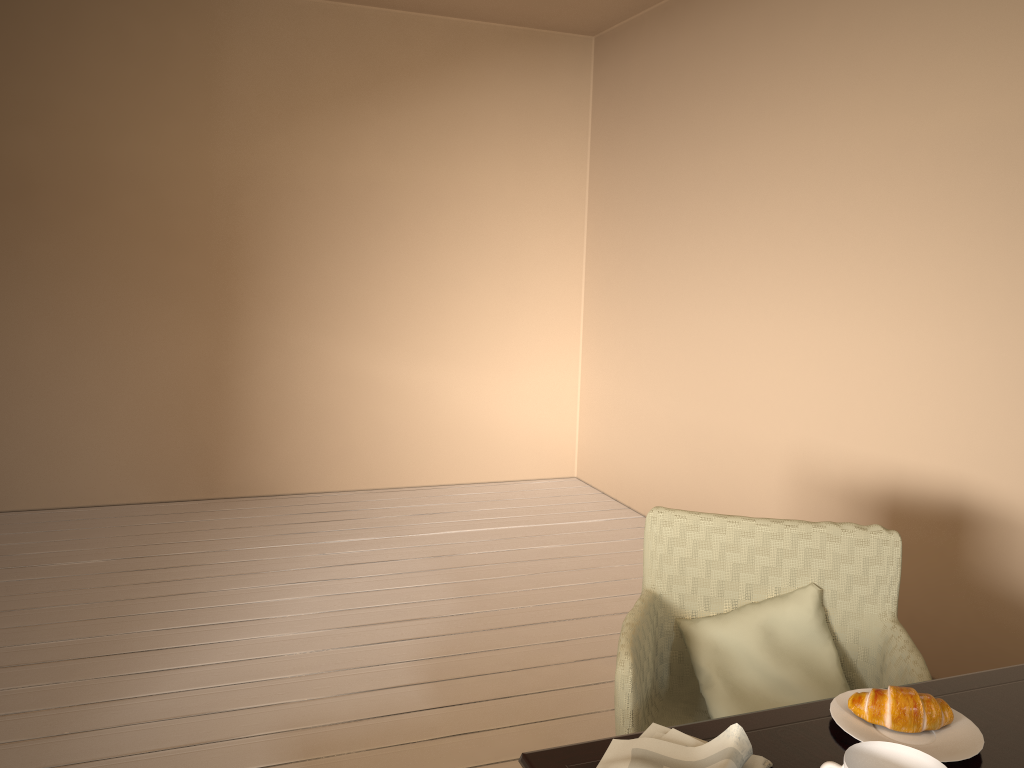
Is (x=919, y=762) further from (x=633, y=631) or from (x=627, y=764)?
(x=633, y=631)

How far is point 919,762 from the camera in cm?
106

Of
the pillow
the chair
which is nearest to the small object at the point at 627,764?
the chair

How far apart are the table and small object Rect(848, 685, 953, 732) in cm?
3

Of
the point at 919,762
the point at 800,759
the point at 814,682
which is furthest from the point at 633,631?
the point at 919,762

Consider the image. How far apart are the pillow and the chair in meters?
0.0

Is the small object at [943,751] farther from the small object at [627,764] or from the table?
the small object at [627,764]

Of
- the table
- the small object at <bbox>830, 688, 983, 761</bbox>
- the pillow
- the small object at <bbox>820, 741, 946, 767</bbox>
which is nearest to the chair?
the pillow

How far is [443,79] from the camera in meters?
4.7

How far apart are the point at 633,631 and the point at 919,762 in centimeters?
71cm
